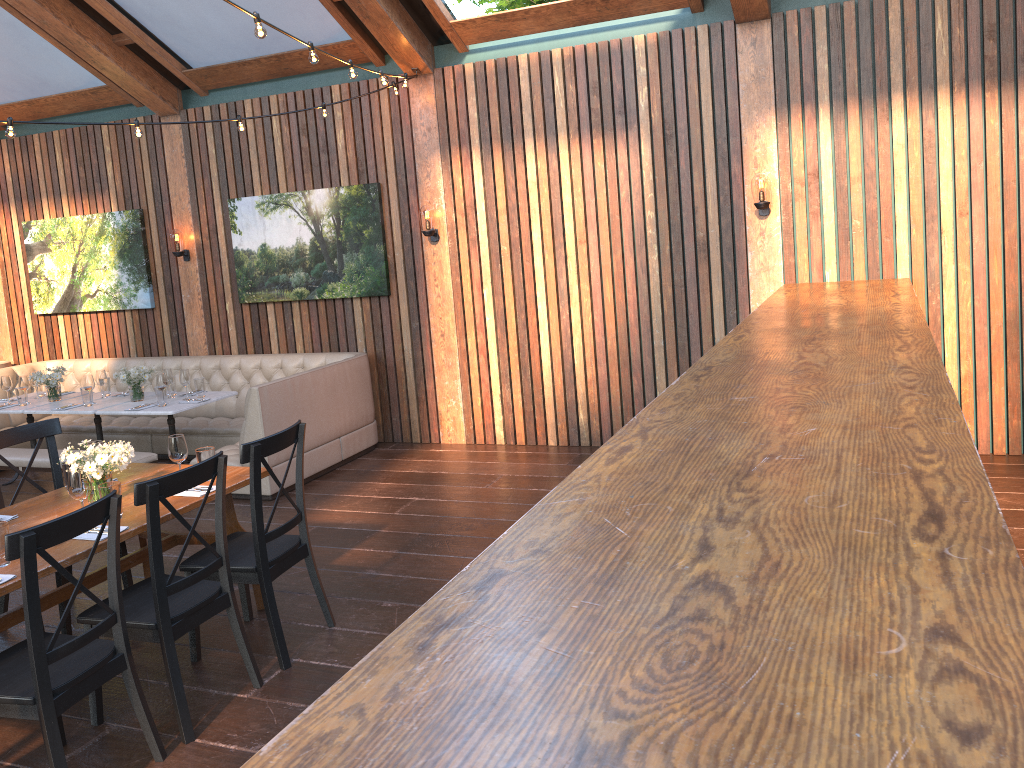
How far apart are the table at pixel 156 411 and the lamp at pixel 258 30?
3.7 meters

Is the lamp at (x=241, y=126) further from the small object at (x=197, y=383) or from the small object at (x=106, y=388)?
the small object at (x=106, y=388)

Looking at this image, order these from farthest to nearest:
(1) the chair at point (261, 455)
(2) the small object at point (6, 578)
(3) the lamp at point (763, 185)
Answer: (3) the lamp at point (763, 185) < (1) the chair at point (261, 455) < (2) the small object at point (6, 578)

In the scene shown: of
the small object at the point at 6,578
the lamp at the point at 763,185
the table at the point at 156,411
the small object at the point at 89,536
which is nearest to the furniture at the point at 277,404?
the table at the point at 156,411

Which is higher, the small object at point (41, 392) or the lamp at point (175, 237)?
the lamp at point (175, 237)

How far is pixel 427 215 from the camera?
7.4 meters

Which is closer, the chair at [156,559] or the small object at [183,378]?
the chair at [156,559]

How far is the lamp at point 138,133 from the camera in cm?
555

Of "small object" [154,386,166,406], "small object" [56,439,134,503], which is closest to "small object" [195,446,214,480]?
"small object" [56,439,134,503]

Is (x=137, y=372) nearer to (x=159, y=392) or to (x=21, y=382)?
(x=159, y=392)
